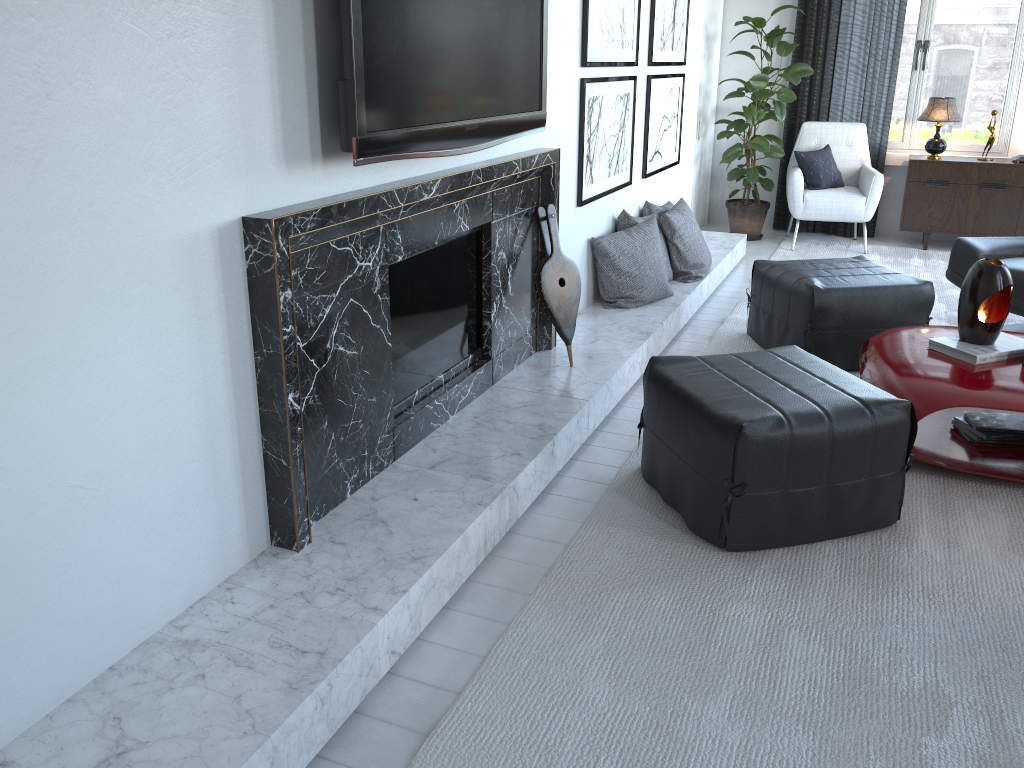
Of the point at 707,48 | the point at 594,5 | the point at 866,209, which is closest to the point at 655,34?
the point at 594,5

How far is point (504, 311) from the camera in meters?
3.1 m

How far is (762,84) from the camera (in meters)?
5.75

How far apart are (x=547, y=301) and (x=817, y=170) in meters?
3.6

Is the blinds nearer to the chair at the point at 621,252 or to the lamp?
the lamp

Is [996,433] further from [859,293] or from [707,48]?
[707,48]

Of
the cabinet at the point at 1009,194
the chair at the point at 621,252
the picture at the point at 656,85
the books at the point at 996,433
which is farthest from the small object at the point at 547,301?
the cabinet at the point at 1009,194

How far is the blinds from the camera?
6.0 meters

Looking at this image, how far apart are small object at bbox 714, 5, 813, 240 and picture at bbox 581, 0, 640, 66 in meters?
1.8

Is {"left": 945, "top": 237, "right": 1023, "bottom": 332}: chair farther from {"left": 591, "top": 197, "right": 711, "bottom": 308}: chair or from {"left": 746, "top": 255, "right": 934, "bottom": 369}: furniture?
{"left": 591, "top": 197, "right": 711, "bottom": 308}: chair
